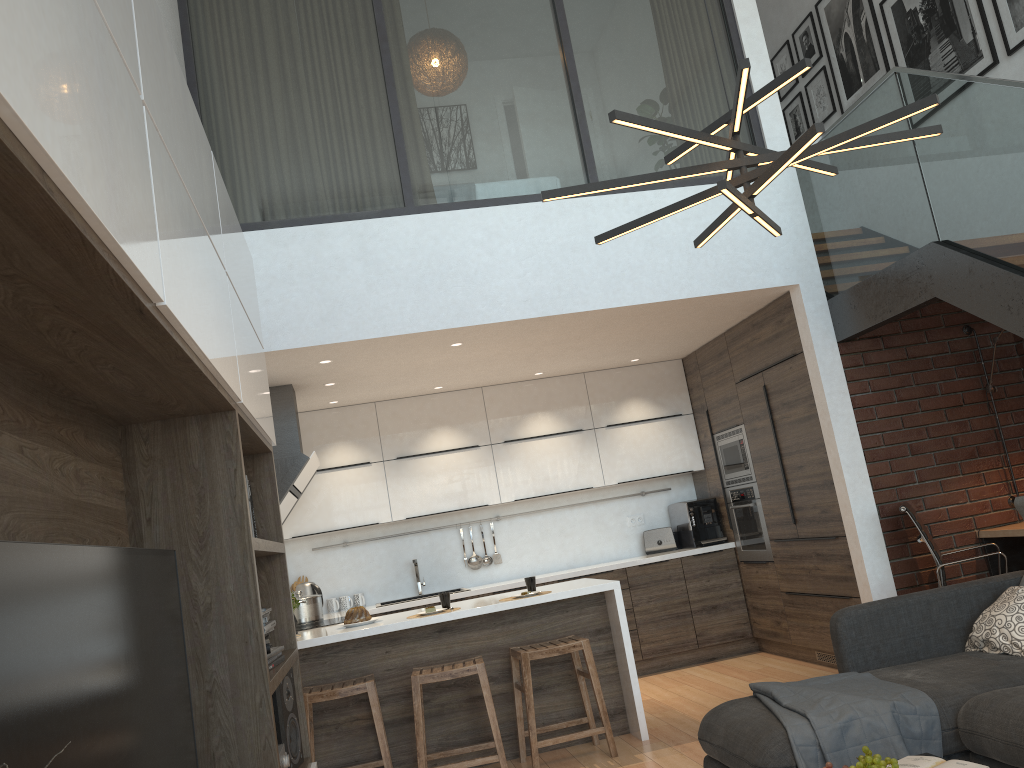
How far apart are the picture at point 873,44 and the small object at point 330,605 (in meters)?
5.40

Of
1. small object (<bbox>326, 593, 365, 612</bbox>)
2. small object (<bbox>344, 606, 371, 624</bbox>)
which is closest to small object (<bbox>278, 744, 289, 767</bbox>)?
small object (<bbox>344, 606, 371, 624</bbox>)

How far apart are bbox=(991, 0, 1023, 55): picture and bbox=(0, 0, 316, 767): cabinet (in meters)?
4.67

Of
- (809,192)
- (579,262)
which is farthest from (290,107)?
(809,192)

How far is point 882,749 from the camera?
2.92m

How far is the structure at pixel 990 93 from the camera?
4.0 meters

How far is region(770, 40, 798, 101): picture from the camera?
7.7 meters

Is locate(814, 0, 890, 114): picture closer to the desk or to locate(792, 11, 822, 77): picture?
locate(792, 11, 822, 77): picture

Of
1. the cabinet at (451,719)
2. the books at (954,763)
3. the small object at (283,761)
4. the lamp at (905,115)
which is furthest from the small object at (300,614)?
the books at (954,763)

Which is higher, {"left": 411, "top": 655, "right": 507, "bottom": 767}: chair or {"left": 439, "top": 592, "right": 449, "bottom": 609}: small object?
{"left": 439, "top": 592, "right": 449, "bottom": 609}: small object
